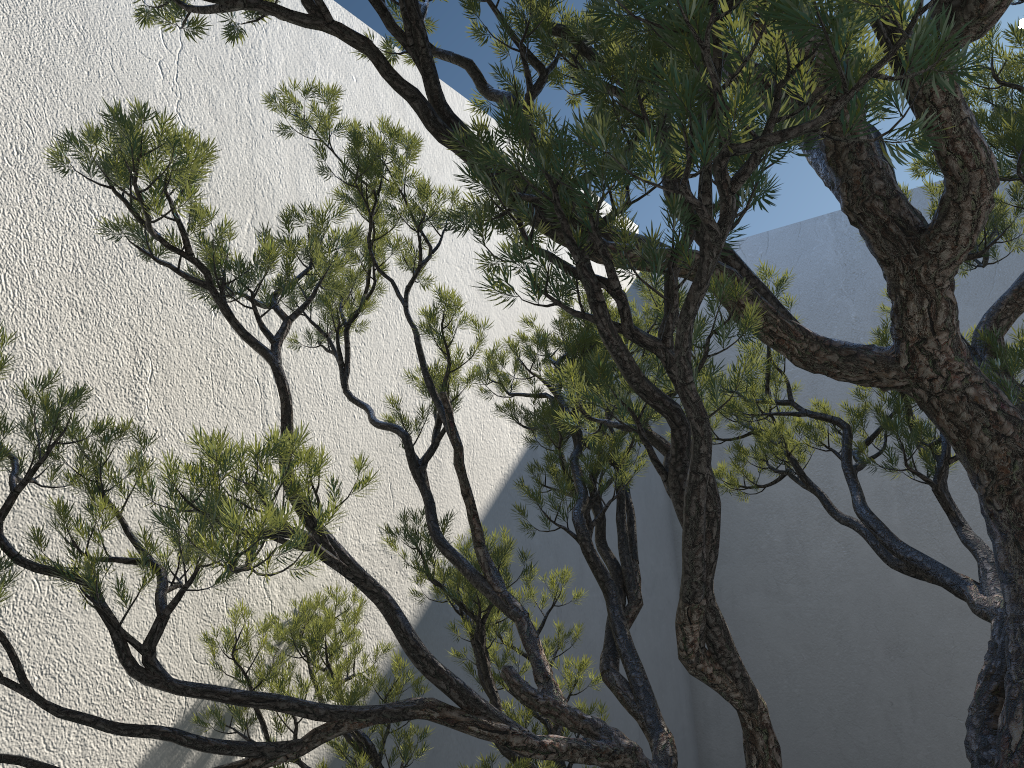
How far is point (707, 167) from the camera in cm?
79

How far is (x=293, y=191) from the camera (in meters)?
2.66

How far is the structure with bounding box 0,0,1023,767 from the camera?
0.8 meters

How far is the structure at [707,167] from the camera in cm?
79
